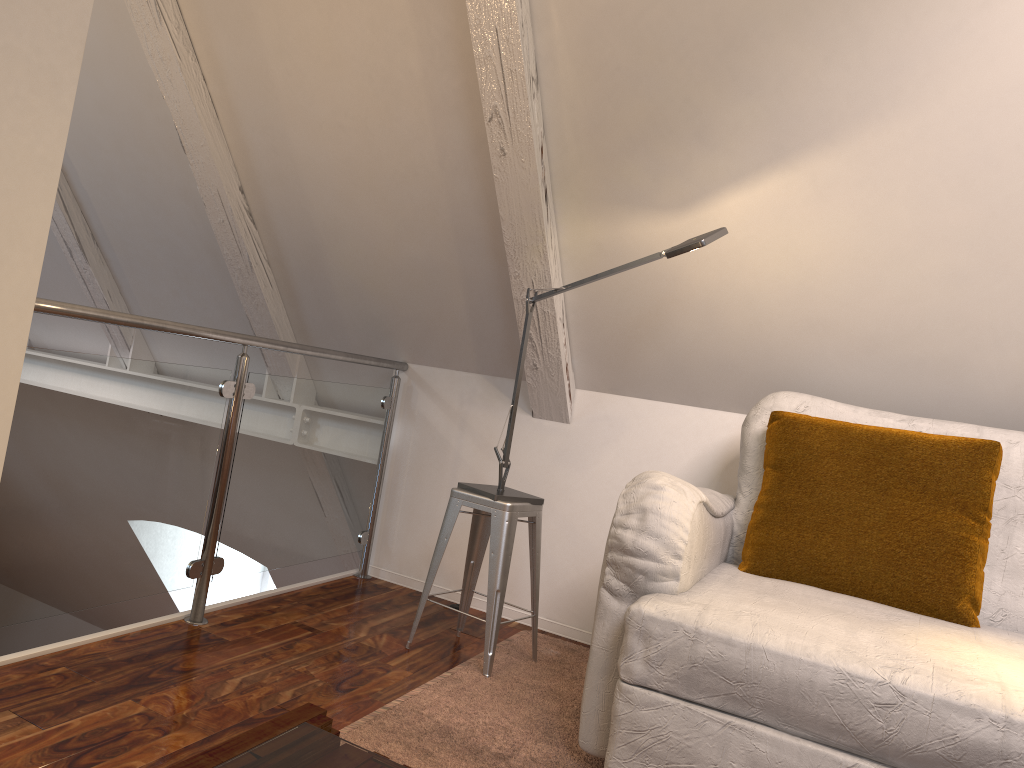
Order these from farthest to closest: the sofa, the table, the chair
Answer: the chair, the sofa, the table

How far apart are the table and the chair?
1.11m

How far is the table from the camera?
0.92m

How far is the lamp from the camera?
1.9m

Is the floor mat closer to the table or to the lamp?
the lamp

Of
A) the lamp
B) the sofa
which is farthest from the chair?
the sofa

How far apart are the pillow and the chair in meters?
0.5

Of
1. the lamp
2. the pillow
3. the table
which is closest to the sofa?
the pillow

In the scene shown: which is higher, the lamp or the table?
the lamp

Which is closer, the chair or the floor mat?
the floor mat
